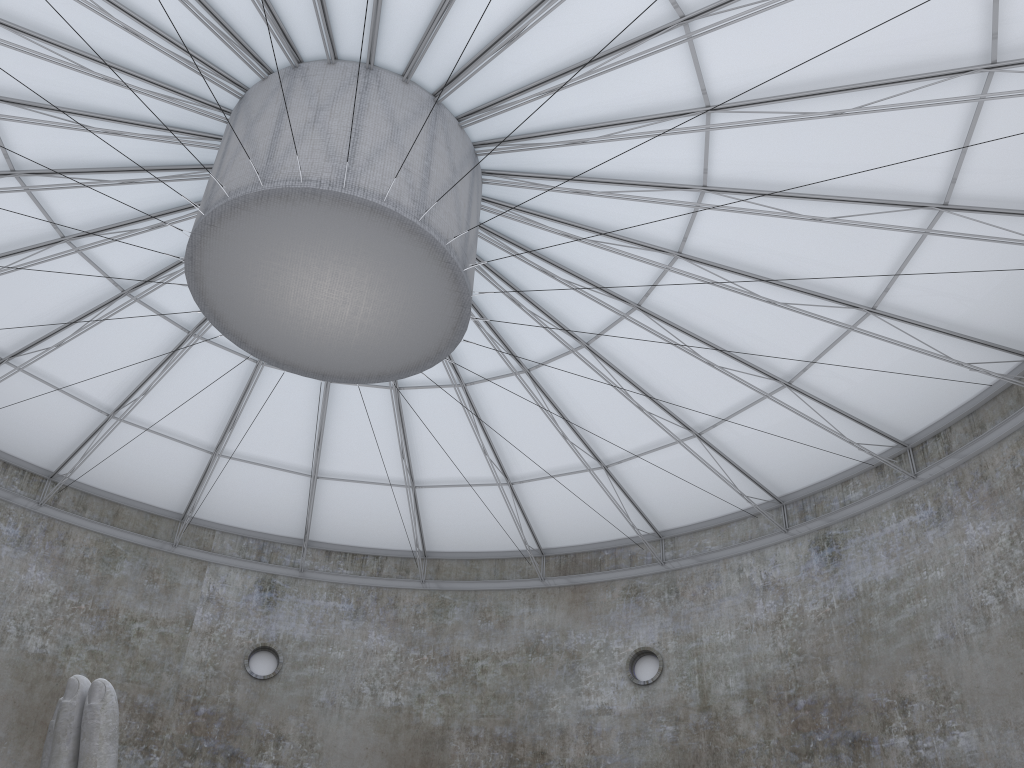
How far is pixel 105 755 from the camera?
13.52m

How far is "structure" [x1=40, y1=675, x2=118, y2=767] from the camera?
13.52m

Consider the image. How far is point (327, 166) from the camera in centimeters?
1879cm

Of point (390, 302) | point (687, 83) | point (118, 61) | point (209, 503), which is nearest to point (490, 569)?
point (209, 503)

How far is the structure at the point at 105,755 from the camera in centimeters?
1352cm
